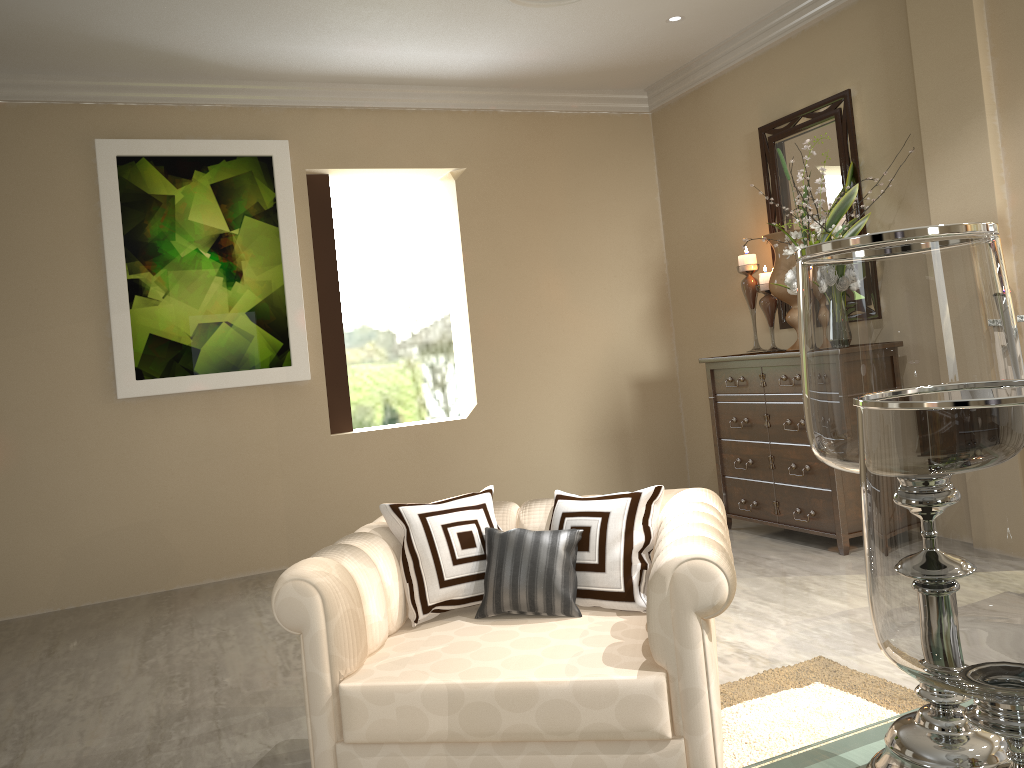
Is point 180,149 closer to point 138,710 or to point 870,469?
point 138,710

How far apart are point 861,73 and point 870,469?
3.3 meters

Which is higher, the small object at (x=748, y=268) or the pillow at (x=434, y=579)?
the small object at (x=748, y=268)

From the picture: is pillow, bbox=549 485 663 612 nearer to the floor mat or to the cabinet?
the floor mat

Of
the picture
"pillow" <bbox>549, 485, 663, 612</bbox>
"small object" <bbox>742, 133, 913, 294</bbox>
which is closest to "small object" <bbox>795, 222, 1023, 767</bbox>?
"pillow" <bbox>549, 485, 663, 612</bbox>

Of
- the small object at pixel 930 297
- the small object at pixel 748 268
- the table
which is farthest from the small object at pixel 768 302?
the small object at pixel 930 297

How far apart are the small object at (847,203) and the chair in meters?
1.7

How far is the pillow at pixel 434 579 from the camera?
1.89m

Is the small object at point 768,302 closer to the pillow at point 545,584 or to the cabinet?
the cabinet

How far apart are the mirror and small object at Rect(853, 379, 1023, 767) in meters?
3.0 m
